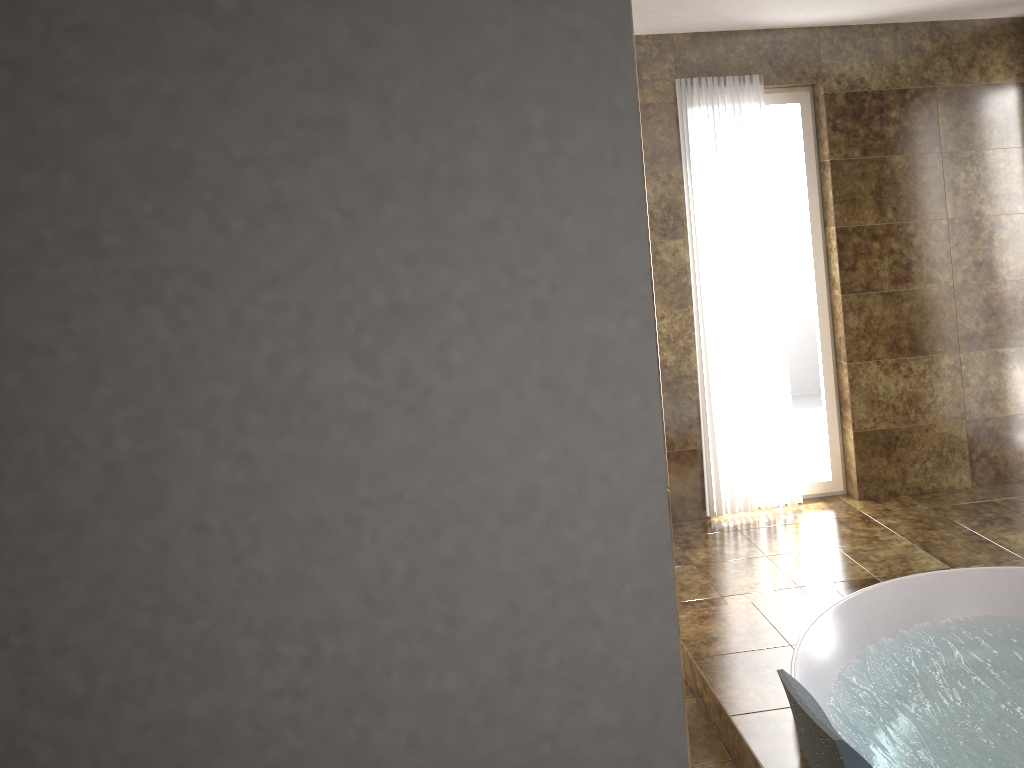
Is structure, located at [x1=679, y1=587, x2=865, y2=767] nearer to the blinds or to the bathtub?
the bathtub

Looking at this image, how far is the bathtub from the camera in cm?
250

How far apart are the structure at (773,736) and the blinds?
1.2 meters

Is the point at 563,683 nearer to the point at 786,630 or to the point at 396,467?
the point at 396,467

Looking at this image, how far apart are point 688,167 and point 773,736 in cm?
271

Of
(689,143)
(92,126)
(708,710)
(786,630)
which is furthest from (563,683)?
(689,143)

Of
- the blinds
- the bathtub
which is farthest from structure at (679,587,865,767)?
the blinds

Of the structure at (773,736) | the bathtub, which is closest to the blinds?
the structure at (773,736)

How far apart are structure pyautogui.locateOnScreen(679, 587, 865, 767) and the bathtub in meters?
0.0

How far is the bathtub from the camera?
2.50m
